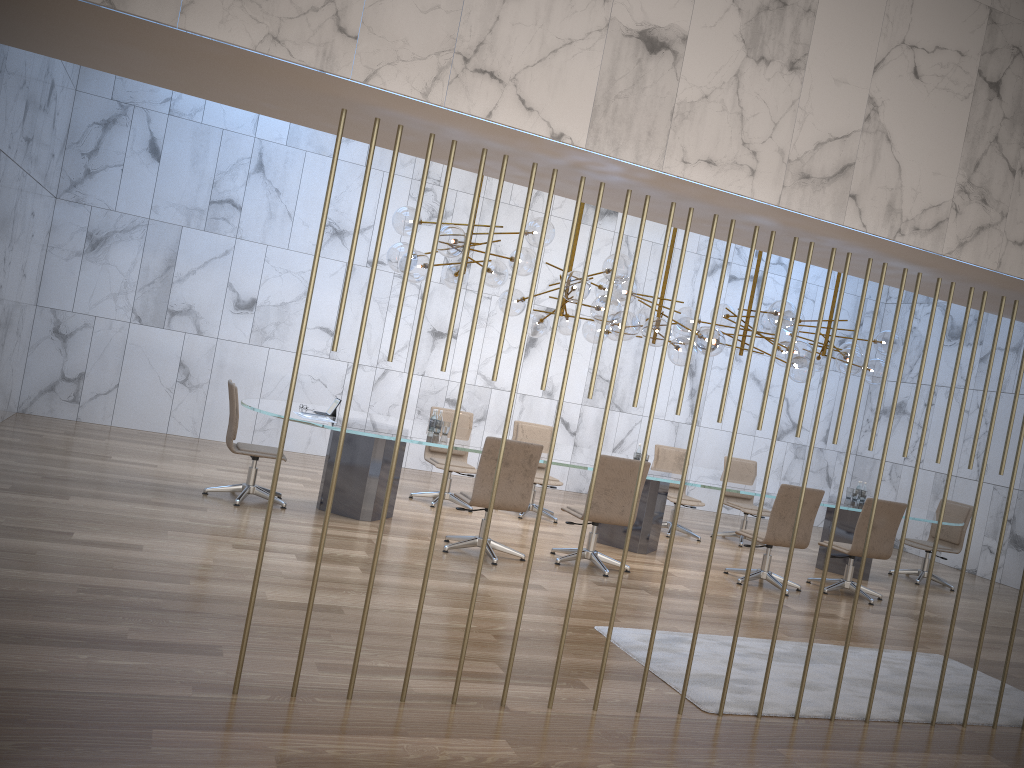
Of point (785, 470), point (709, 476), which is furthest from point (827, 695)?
point (785, 470)

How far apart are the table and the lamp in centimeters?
107cm

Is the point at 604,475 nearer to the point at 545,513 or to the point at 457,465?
the point at 457,465

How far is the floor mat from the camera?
4.9m

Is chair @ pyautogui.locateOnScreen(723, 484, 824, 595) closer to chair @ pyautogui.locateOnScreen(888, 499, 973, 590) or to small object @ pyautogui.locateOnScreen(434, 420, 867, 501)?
small object @ pyautogui.locateOnScreen(434, 420, 867, 501)

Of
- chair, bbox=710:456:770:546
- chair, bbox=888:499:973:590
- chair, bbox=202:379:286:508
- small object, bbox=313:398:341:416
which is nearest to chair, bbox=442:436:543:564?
small object, bbox=313:398:341:416

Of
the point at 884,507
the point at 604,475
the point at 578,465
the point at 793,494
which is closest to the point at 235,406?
the point at 578,465

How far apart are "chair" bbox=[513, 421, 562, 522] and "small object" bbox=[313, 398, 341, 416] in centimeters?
256cm

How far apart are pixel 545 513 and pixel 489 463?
2.8 meters

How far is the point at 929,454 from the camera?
13.0 meters
